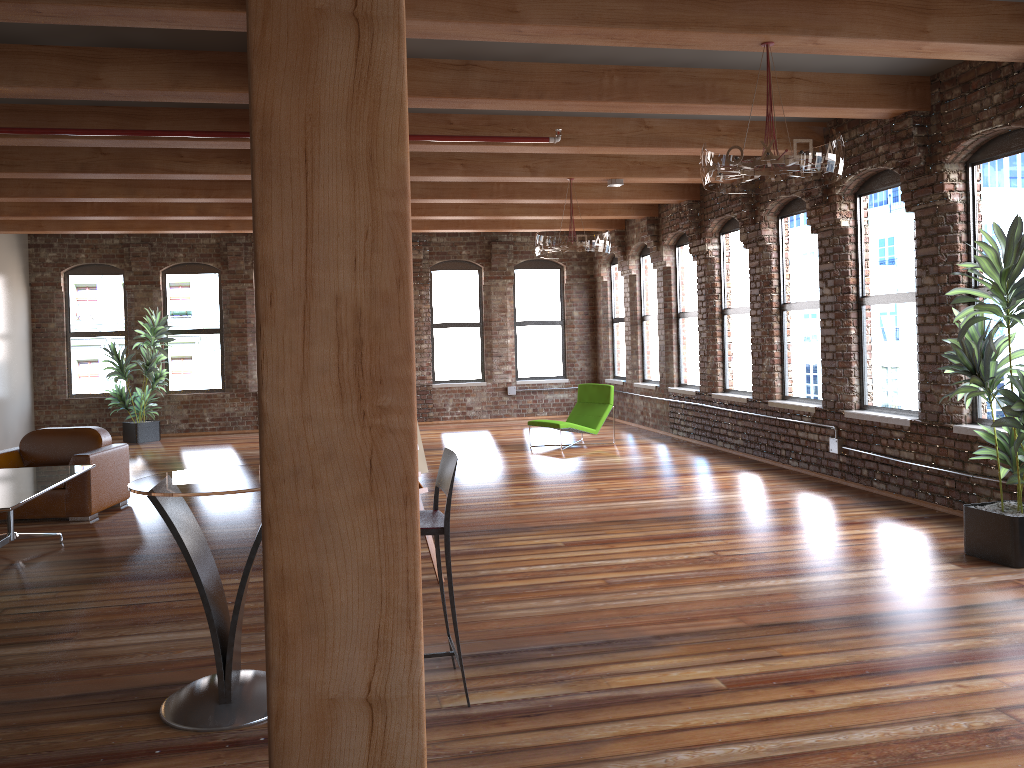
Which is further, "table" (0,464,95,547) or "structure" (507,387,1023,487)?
"structure" (507,387,1023,487)

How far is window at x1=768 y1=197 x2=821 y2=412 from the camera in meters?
9.0

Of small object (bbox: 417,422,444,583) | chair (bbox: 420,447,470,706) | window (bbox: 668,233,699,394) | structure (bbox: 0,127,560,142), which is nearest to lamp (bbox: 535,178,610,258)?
structure (bbox: 0,127,560,142)

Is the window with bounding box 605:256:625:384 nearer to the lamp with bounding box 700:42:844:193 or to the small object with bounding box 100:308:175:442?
the small object with bounding box 100:308:175:442

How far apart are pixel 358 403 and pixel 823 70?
6.0 meters

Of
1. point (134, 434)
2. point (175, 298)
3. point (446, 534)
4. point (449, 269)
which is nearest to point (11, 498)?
point (446, 534)

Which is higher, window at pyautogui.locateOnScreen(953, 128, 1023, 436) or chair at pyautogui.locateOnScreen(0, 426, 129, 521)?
window at pyautogui.locateOnScreen(953, 128, 1023, 436)

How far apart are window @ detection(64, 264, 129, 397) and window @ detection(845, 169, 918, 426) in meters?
11.4

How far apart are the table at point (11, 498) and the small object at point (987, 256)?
5.7 meters

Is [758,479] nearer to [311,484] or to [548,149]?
[548,149]
